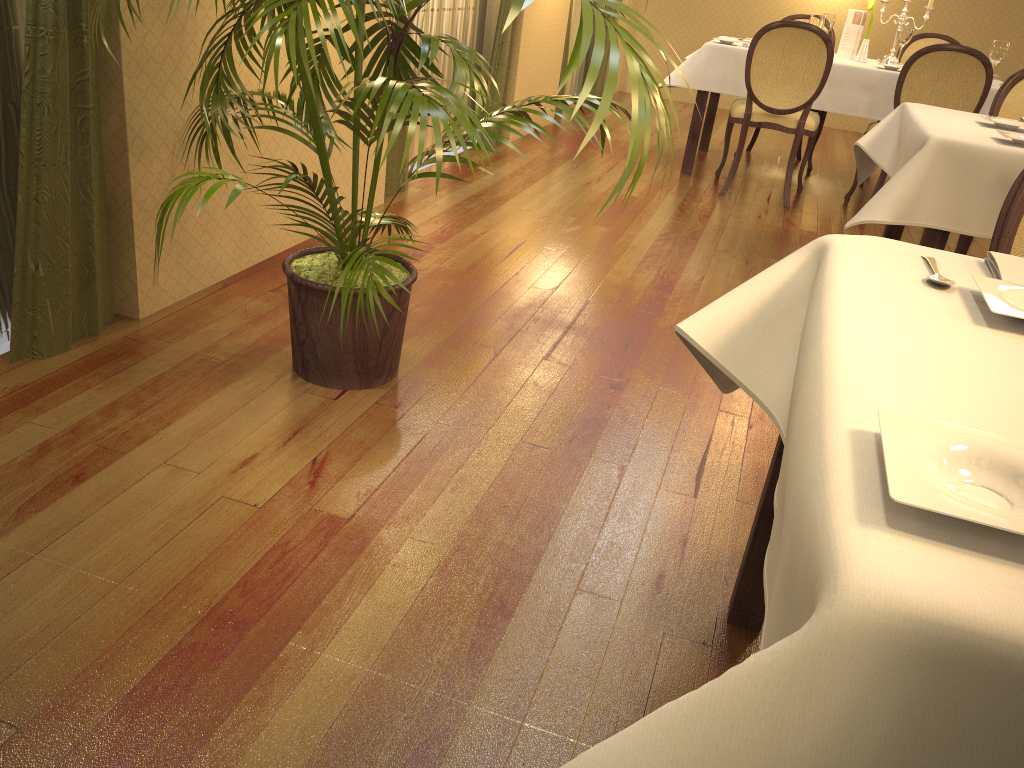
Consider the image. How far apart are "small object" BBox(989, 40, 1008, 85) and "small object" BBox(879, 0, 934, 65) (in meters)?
0.59

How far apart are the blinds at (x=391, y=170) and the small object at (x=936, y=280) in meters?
3.1 m

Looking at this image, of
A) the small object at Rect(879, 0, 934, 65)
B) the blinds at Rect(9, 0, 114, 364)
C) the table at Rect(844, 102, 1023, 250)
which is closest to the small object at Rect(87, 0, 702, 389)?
the blinds at Rect(9, 0, 114, 364)

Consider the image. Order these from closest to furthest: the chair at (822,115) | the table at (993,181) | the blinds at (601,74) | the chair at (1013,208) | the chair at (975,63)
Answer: the chair at (1013,208)
the table at (993,181)
the chair at (975,63)
the chair at (822,115)
the blinds at (601,74)

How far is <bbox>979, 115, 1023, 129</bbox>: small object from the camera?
3.0m

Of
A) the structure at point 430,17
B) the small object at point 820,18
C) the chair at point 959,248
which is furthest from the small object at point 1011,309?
the small object at point 820,18

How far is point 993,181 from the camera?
2.59m

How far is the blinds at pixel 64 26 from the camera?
2.09m

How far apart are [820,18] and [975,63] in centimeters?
97cm

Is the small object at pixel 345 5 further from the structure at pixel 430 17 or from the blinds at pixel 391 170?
the structure at pixel 430 17
